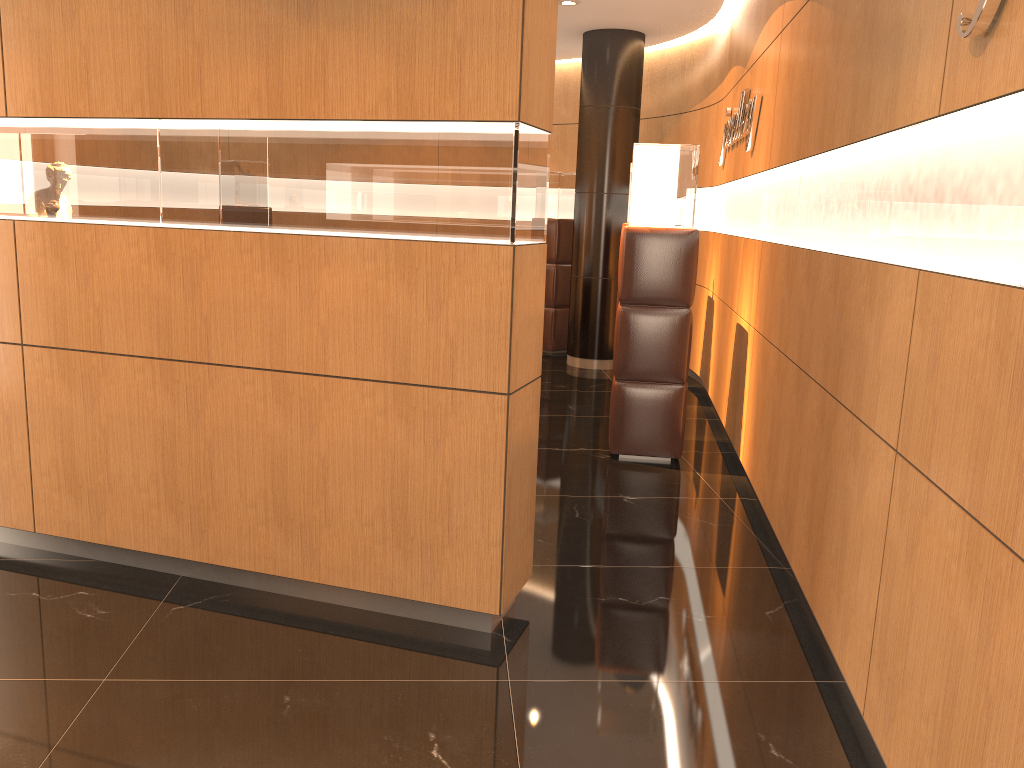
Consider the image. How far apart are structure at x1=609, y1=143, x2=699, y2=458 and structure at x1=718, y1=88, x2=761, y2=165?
0.5m

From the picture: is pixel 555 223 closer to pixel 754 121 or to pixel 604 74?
pixel 604 74

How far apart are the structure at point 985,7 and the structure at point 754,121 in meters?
3.5 m

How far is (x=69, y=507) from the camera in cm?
379

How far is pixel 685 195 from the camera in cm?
544

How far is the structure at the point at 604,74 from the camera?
8.6m

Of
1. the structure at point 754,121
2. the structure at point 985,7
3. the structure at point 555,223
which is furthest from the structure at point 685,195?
the structure at point 555,223

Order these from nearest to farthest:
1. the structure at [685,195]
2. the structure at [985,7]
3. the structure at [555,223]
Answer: the structure at [985,7] → the structure at [685,195] → the structure at [555,223]

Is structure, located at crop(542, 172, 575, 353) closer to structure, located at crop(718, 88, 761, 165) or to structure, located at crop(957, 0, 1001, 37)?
structure, located at crop(718, 88, 761, 165)

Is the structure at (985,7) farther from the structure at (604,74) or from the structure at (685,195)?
the structure at (604,74)
